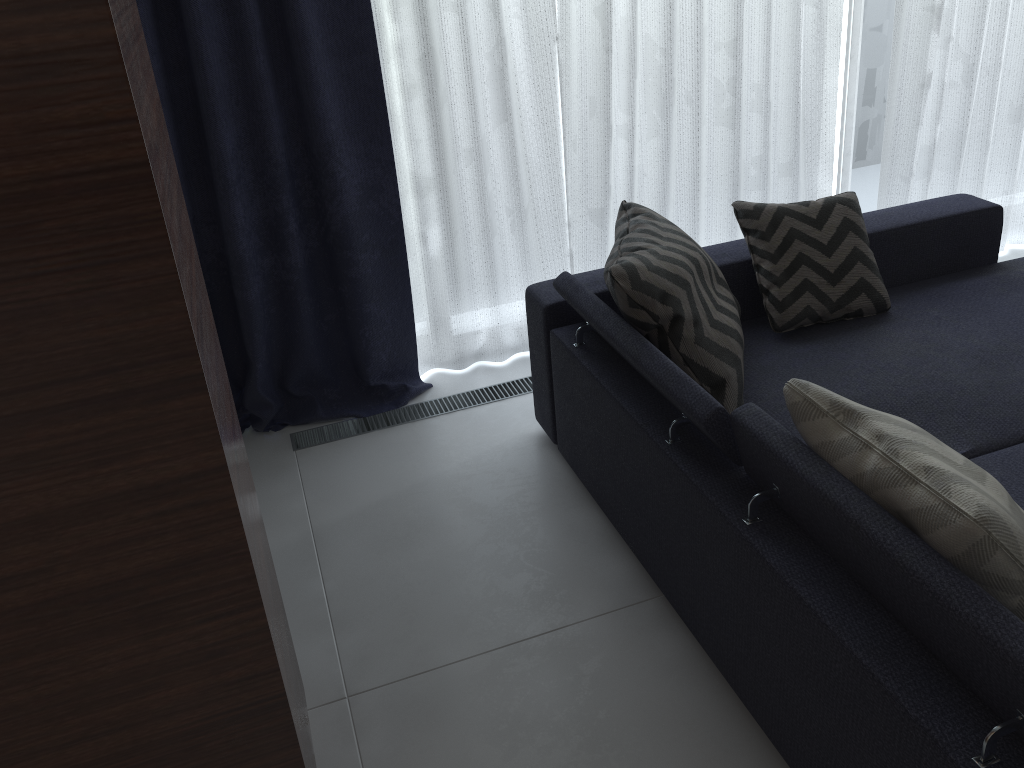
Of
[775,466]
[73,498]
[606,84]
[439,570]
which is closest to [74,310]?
[73,498]

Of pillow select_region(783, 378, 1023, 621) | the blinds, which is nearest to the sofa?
pillow select_region(783, 378, 1023, 621)

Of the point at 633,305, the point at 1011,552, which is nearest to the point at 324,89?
the point at 633,305

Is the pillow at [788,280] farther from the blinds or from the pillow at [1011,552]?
the pillow at [1011,552]

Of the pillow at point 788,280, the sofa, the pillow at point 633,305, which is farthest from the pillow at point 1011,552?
the pillow at point 788,280

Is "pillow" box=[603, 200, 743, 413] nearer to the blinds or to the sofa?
the sofa

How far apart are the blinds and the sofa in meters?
0.5

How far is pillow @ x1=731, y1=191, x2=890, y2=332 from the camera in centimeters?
252cm

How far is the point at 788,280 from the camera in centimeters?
252cm

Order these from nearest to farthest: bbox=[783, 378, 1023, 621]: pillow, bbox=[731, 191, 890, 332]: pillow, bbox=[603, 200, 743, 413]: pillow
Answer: bbox=[783, 378, 1023, 621]: pillow → bbox=[603, 200, 743, 413]: pillow → bbox=[731, 191, 890, 332]: pillow
